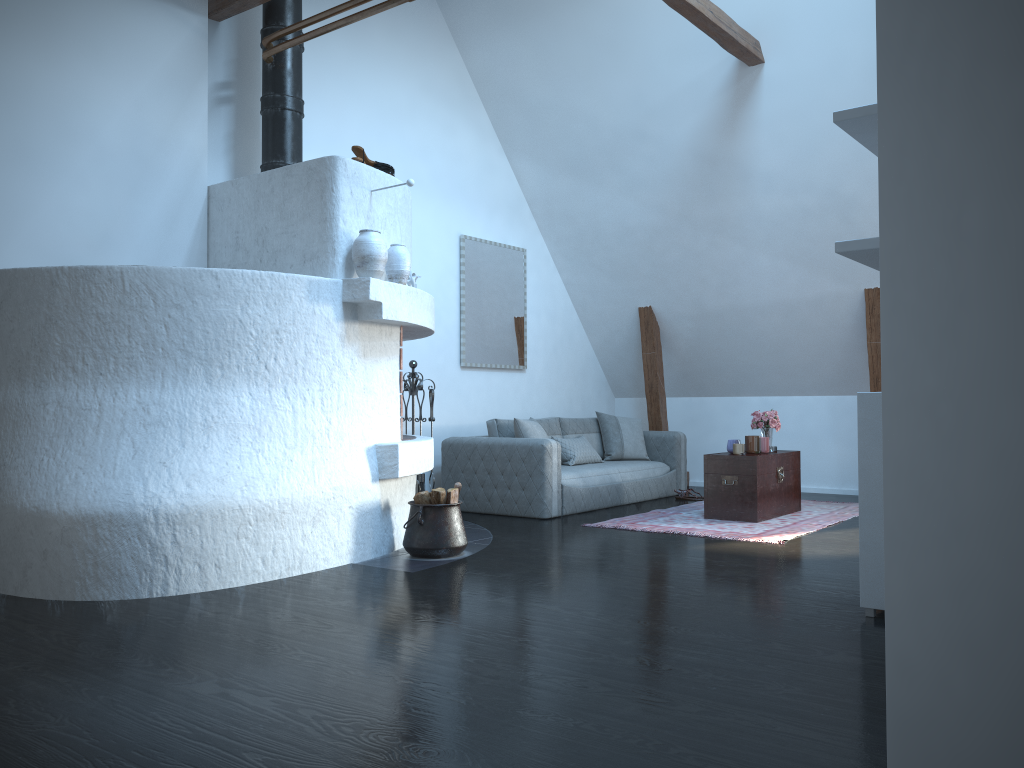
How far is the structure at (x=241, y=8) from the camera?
5.8 meters

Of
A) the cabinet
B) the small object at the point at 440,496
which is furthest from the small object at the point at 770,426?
the cabinet

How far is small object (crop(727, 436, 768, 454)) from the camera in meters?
6.8

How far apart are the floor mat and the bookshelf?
2.7 meters

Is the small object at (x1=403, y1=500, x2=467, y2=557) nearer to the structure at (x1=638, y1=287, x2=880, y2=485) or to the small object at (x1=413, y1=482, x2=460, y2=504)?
the small object at (x1=413, y1=482, x2=460, y2=504)

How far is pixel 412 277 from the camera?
5.5 meters

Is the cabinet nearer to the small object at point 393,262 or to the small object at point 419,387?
the small object at point 393,262

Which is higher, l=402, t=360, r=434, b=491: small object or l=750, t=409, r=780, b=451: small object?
l=402, t=360, r=434, b=491: small object

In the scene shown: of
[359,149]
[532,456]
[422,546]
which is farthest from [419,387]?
[359,149]

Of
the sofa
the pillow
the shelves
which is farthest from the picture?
the shelves
